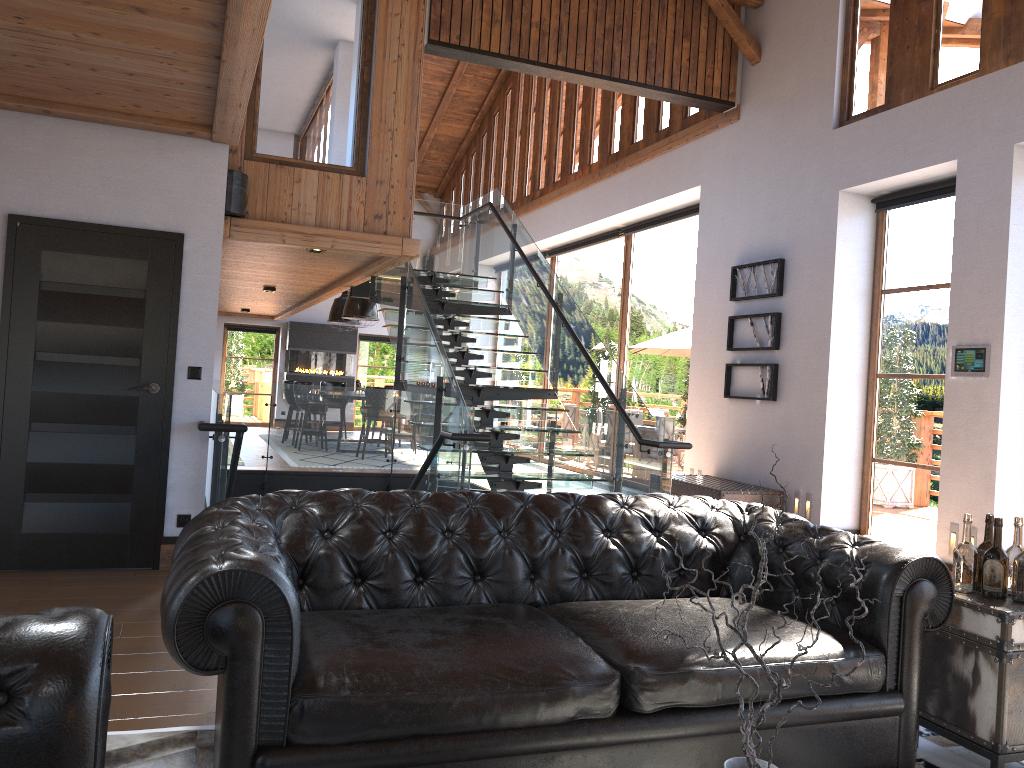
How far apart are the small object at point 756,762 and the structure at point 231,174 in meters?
6.2 m

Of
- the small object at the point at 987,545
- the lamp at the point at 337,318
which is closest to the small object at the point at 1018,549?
the small object at the point at 987,545

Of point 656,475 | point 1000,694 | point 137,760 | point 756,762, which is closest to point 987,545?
point 1000,694

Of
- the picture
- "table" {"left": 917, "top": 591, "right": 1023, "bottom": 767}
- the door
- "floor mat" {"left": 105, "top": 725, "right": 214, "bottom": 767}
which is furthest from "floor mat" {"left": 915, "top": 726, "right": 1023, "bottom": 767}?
the picture

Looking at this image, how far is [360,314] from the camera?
14.33m

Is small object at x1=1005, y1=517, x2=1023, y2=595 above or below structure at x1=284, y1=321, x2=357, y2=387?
below

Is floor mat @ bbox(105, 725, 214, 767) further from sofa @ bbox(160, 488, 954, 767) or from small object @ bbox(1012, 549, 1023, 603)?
small object @ bbox(1012, 549, 1023, 603)

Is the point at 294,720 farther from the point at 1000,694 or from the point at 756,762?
the point at 1000,694

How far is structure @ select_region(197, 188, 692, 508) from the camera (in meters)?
6.61

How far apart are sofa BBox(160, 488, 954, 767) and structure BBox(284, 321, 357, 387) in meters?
16.0 m
